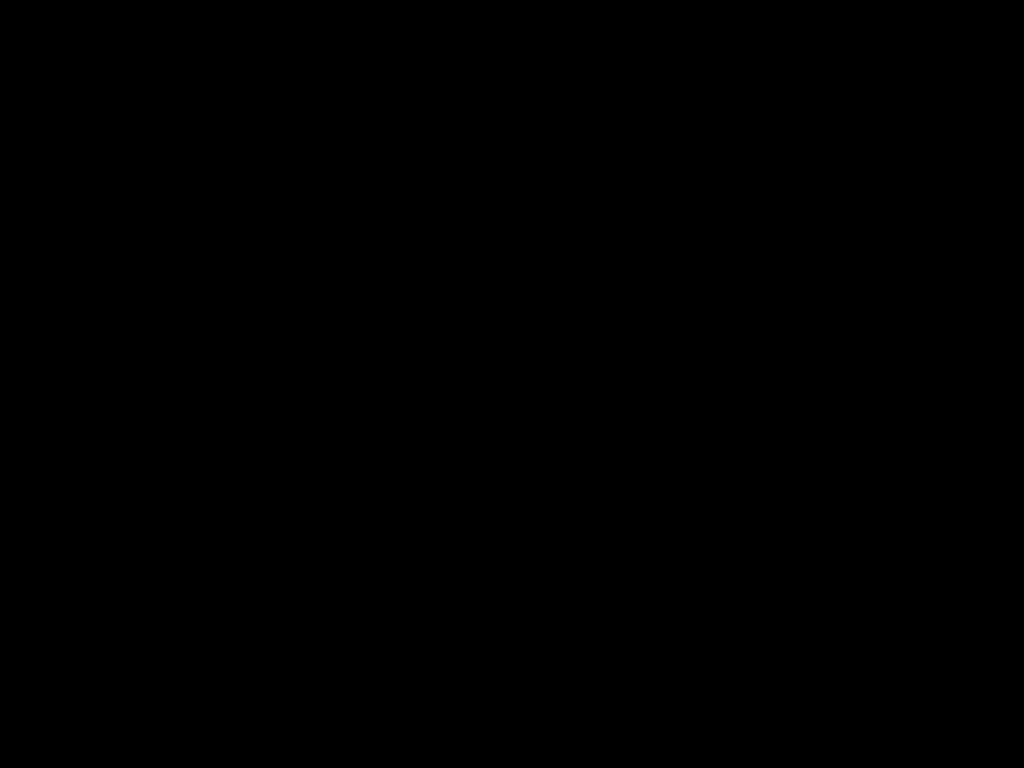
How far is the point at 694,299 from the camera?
0.4 meters
